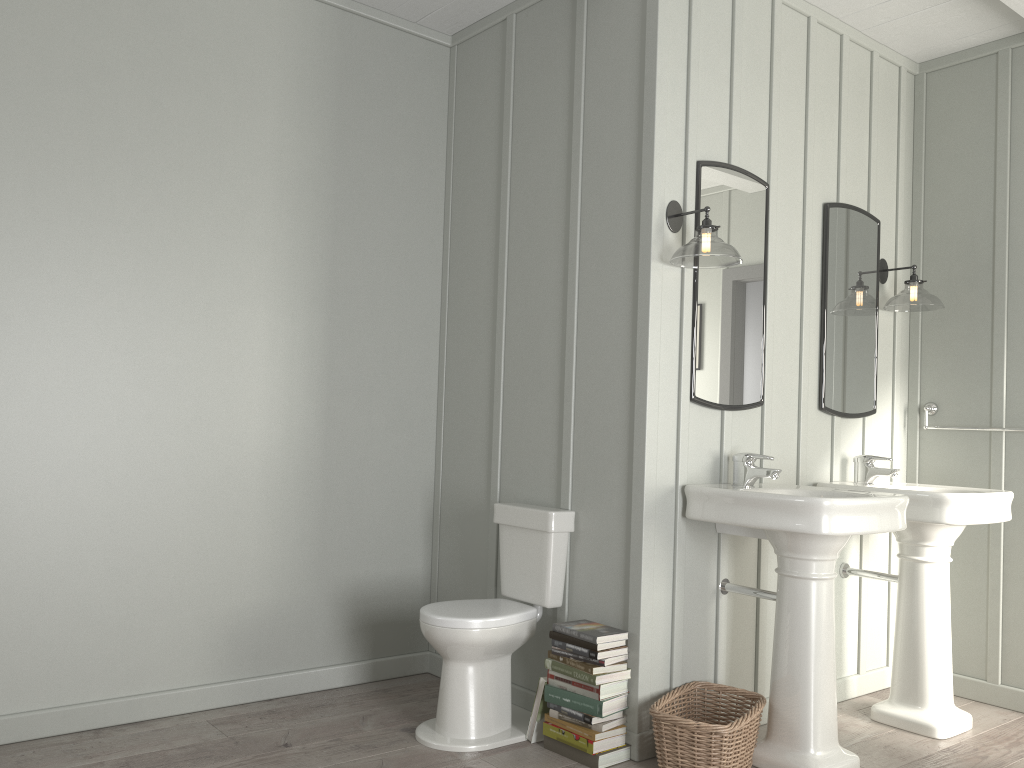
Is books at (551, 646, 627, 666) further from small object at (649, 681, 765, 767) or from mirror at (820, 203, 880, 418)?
mirror at (820, 203, 880, 418)

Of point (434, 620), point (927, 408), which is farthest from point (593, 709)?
point (927, 408)

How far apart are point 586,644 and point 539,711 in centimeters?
33cm

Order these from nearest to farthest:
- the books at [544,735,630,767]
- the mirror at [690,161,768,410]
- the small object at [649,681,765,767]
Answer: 1. the small object at [649,681,765,767]
2. the books at [544,735,630,767]
3. the mirror at [690,161,768,410]

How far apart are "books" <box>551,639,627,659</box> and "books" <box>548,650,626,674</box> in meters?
0.0

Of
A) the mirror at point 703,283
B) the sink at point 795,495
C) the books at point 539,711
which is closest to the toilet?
the books at point 539,711

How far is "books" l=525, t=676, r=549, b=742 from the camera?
2.98m

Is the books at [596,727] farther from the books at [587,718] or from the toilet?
the toilet

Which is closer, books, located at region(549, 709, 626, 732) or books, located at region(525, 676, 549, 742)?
books, located at region(549, 709, 626, 732)

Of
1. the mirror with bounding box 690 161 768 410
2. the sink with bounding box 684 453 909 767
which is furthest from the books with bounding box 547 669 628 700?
the mirror with bounding box 690 161 768 410
